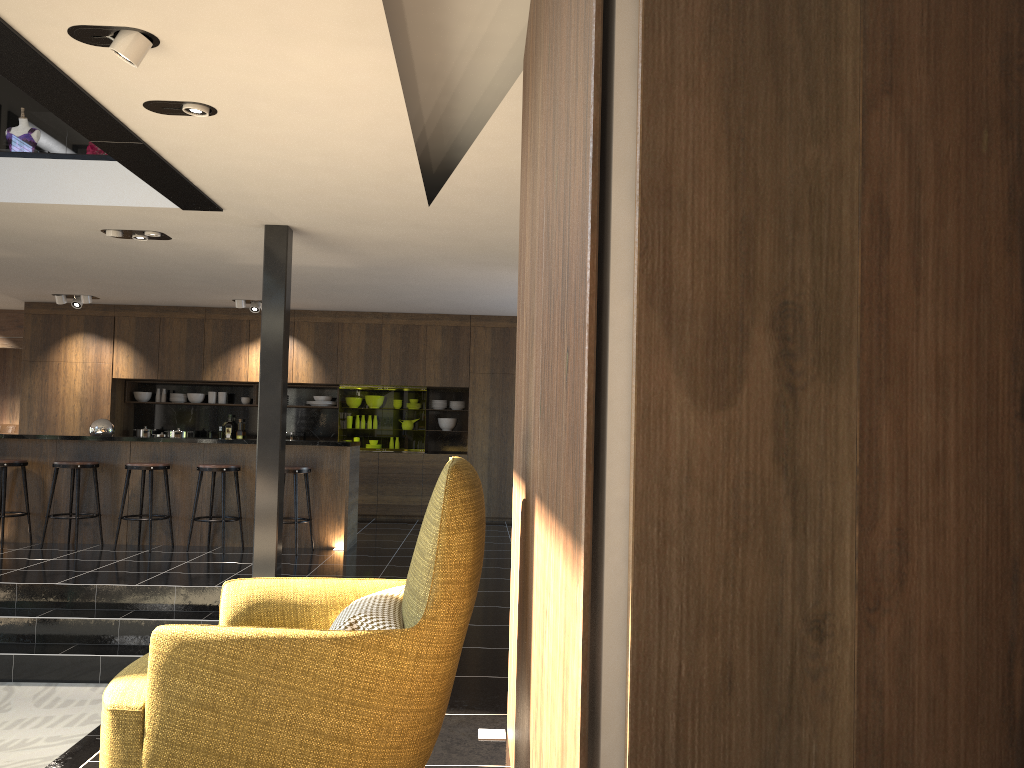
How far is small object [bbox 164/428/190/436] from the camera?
11.5 meters

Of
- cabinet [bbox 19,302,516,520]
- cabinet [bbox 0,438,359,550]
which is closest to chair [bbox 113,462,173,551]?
cabinet [bbox 0,438,359,550]

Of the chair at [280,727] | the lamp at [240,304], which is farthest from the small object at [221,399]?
A: the chair at [280,727]

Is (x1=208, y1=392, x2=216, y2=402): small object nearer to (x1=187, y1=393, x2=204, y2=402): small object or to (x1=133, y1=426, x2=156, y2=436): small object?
(x1=187, y1=393, x2=204, y2=402): small object

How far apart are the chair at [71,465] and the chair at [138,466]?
0.4m

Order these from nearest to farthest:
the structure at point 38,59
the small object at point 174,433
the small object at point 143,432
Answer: the structure at point 38,59 < the small object at point 174,433 < the small object at point 143,432

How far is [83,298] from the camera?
10.73m

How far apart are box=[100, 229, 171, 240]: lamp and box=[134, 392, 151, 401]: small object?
5.2m

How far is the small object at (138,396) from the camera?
11.91m

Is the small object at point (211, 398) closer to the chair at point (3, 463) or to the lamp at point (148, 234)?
the chair at point (3, 463)
